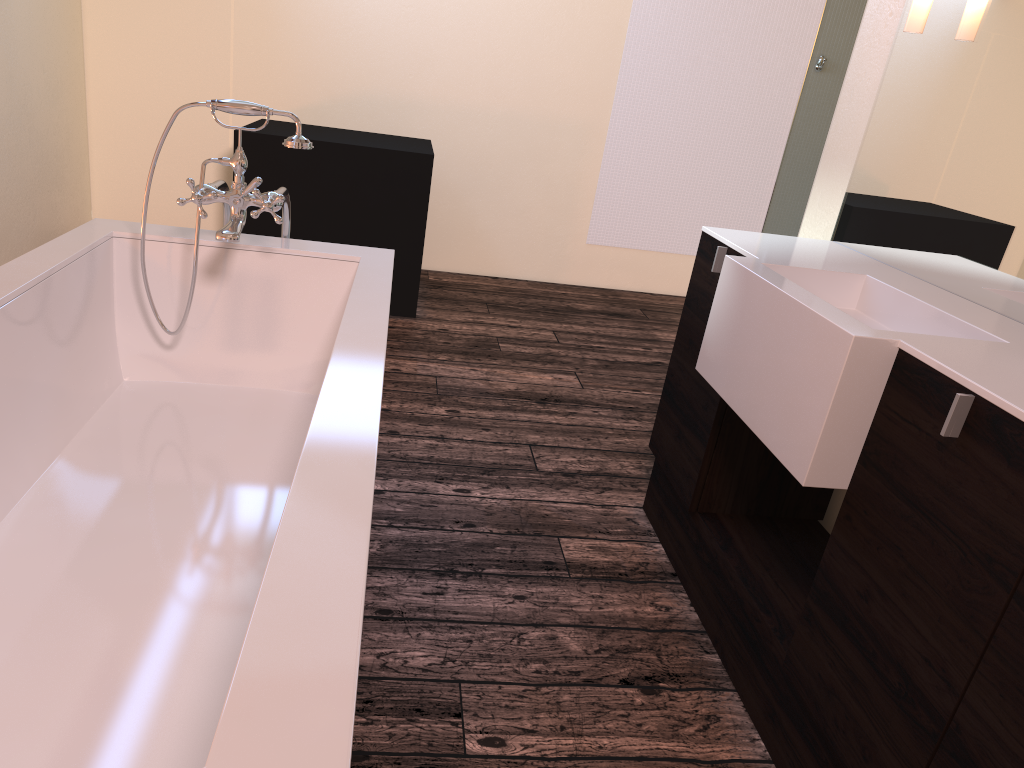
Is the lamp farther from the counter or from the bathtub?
the bathtub

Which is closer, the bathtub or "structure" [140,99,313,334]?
the bathtub

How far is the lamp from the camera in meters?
2.0

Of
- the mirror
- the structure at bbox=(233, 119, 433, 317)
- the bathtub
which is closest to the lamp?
the mirror

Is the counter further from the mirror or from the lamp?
the lamp

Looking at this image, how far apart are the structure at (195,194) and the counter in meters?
1.0

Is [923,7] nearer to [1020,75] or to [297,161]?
[1020,75]

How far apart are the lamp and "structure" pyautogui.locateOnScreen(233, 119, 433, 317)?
2.41m

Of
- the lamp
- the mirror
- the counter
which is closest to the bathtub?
the counter

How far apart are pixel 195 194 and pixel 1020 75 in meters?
1.8 m
